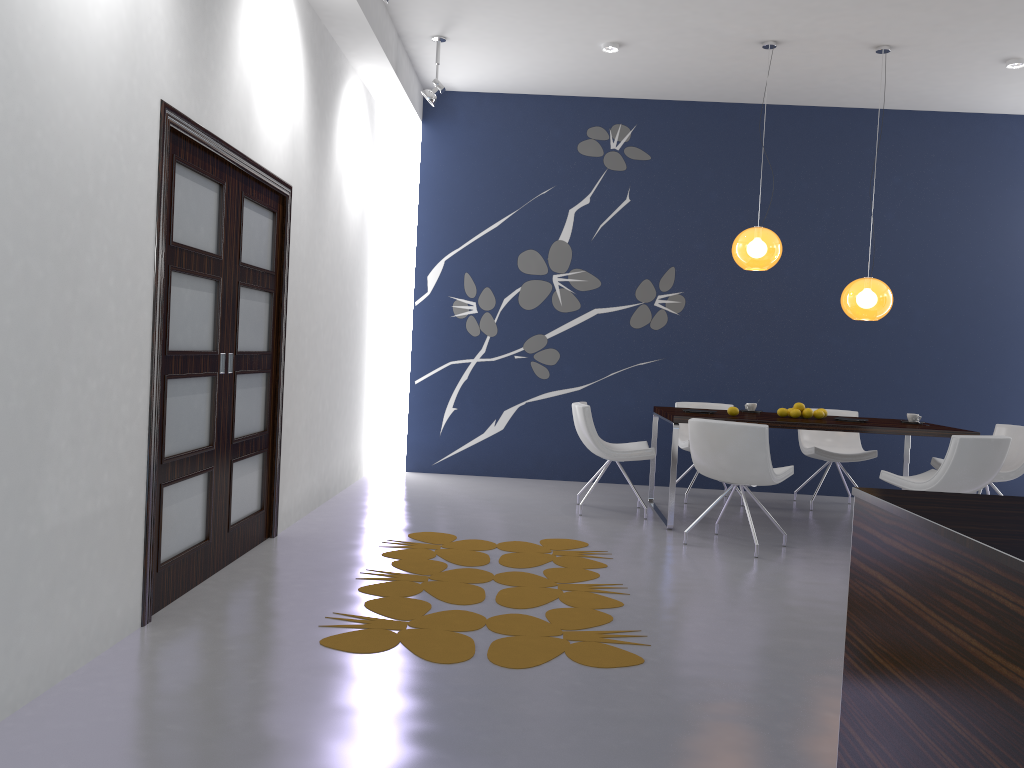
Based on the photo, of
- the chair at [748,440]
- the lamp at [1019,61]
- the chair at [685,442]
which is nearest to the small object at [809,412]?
the chair at [748,440]

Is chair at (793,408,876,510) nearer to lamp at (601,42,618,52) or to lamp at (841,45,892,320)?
lamp at (841,45,892,320)

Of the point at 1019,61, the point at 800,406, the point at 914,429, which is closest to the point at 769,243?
the point at 800,406

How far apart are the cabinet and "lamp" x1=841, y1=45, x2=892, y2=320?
4.48m

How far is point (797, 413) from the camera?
6.4m

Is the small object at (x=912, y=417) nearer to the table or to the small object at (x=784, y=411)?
the table

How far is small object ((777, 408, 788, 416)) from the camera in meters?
6.5 m

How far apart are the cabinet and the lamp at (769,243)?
4.36m

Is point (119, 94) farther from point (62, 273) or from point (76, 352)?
point (76, 352)

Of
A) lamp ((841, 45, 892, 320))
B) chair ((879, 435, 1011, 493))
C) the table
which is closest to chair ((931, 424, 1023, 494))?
the table
